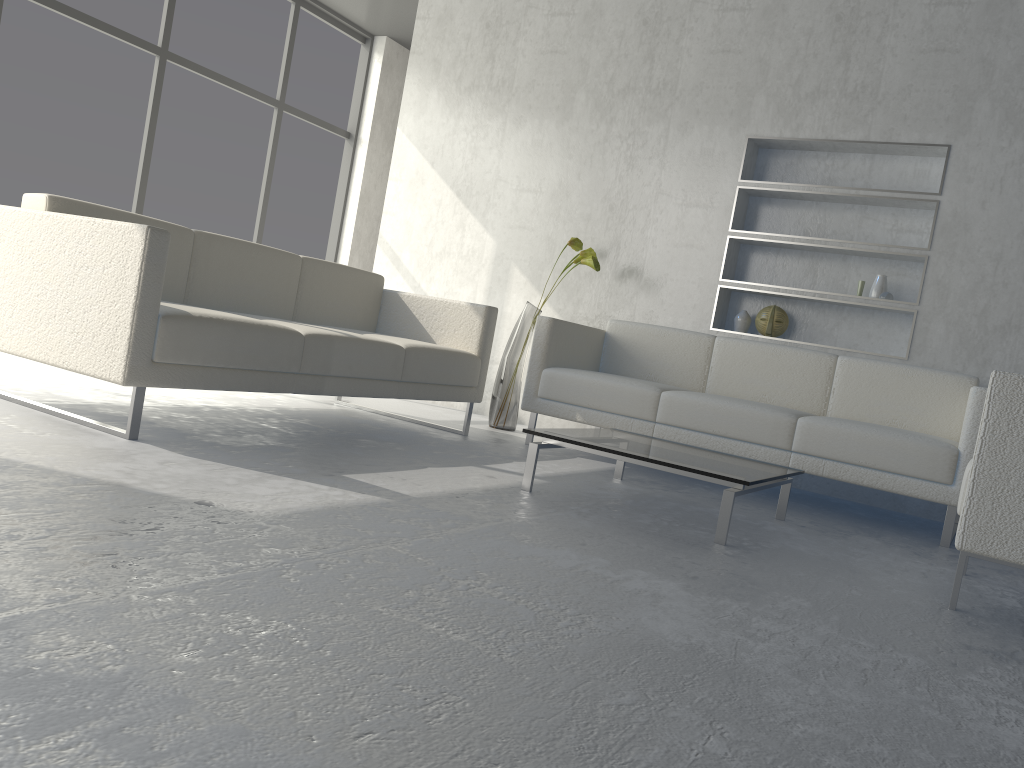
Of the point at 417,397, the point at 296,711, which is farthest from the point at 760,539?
the point at 296,711

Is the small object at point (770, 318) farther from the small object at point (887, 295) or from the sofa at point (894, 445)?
the small object at point (887, 295)

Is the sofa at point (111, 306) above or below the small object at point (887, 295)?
below

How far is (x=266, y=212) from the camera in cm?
607

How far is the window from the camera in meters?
4.8 m

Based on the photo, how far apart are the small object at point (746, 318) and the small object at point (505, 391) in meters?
0.8

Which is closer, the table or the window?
the table

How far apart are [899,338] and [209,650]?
3.89m

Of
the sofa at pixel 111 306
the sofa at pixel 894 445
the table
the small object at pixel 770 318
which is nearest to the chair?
the table

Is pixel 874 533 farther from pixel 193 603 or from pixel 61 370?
pixel 61 370
